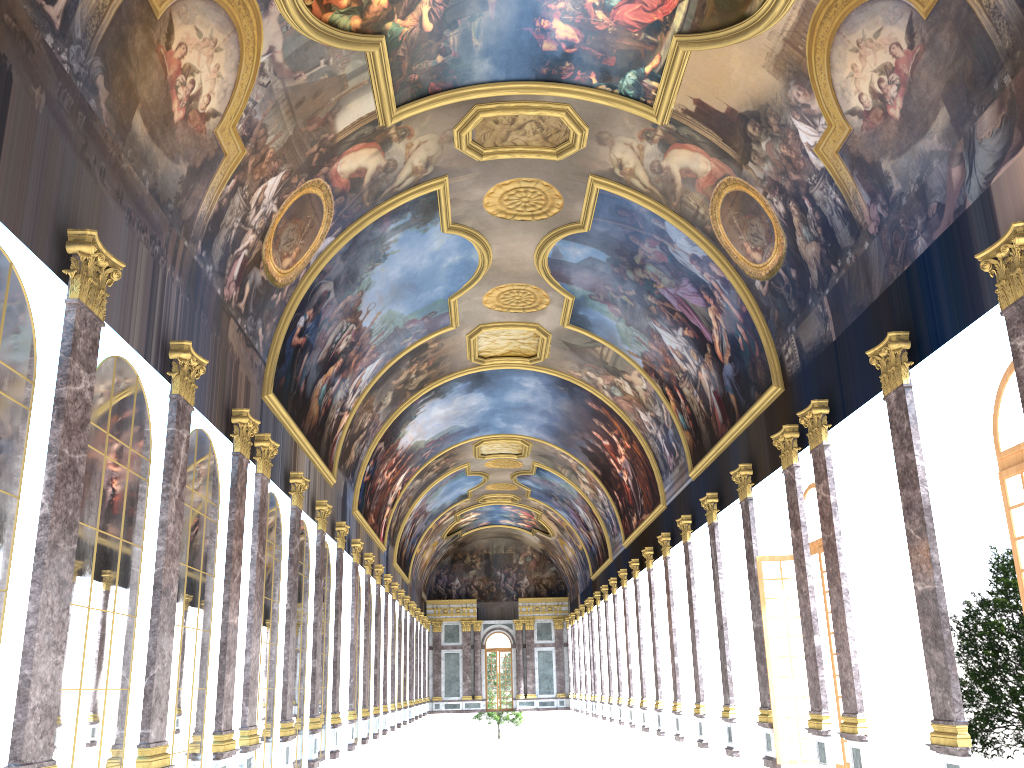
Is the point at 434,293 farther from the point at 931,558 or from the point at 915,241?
the point at 931,558
